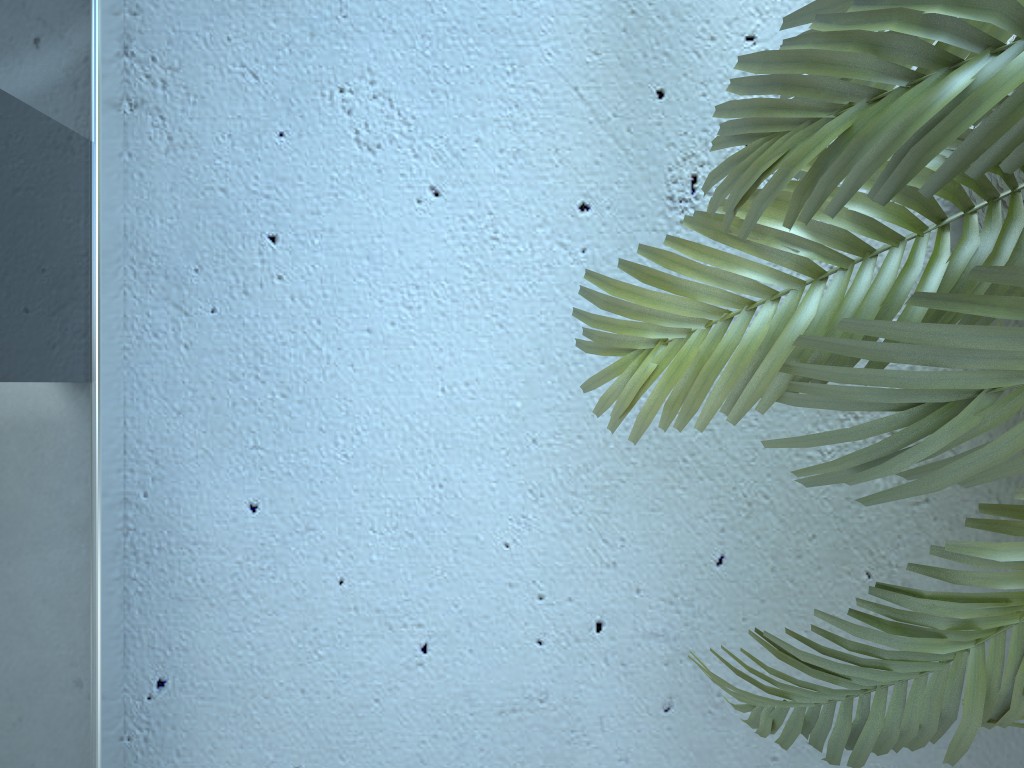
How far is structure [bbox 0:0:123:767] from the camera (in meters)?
0.77

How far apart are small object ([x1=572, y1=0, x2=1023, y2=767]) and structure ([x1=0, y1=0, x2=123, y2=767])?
0.49m

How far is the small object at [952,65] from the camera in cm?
39

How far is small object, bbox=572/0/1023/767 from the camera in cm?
39

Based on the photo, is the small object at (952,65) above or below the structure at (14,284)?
above

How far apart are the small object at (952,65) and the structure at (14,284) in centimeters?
49cm

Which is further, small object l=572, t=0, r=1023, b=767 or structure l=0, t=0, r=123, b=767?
structure l=0, t=0, r=123, b=767

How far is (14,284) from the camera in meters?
0.8 m

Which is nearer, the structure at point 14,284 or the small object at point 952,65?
the small object at point 952,65

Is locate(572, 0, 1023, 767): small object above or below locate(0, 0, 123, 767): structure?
above
